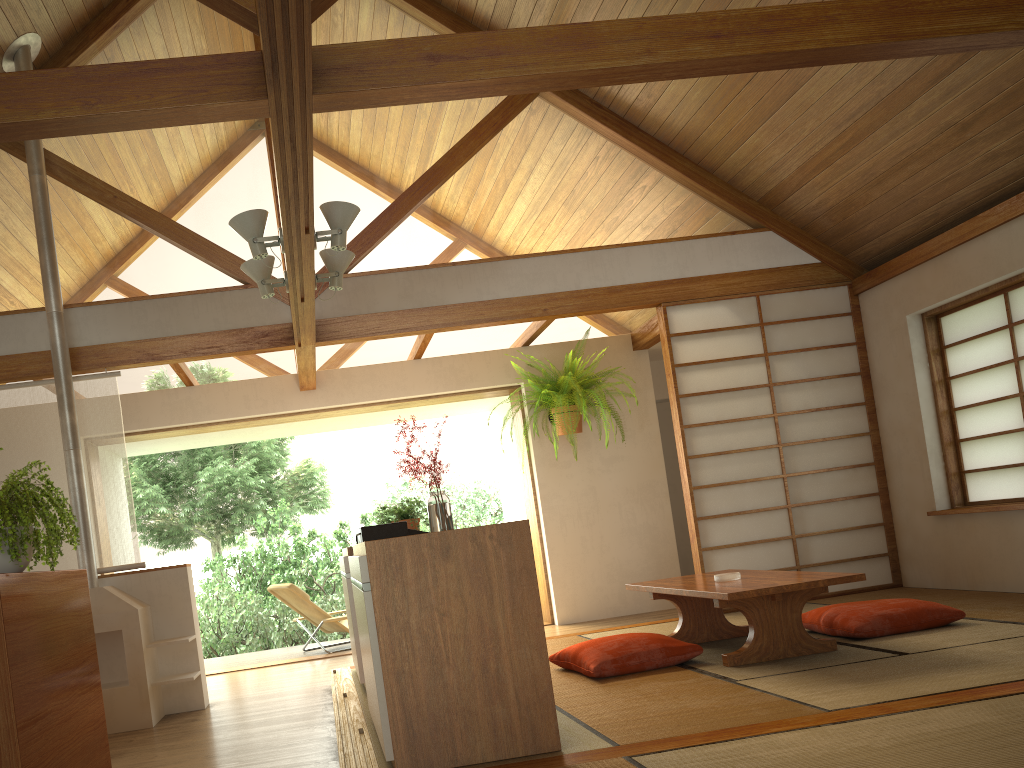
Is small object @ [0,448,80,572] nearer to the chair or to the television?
the television

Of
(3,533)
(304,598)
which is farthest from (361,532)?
(304,598)

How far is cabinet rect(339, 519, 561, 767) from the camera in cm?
271

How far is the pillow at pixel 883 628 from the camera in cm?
422

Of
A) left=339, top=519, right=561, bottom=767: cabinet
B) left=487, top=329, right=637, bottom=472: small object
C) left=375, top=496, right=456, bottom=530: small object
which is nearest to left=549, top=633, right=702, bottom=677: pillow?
left=339, top=519, right=561, bottom=767: cabinet

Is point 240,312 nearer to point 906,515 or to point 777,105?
point 777,105

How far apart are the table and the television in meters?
1.3

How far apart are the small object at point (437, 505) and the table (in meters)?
1.22

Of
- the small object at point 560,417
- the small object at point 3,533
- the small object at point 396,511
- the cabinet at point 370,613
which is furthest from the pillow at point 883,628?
the small object at point 3,533

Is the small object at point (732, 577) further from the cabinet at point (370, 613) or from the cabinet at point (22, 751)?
the cabinet at point (22, 751)
